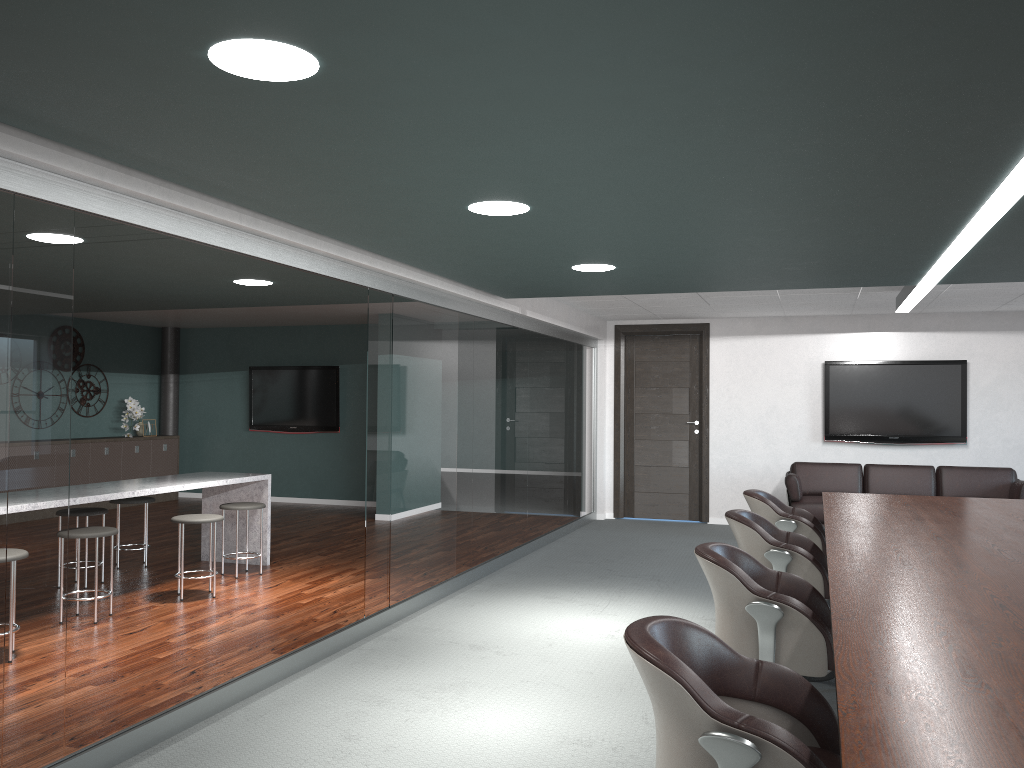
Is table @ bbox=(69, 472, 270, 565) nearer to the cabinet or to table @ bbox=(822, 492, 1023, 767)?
the cabinet

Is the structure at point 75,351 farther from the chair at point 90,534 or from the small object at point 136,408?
the chair at point 90,534

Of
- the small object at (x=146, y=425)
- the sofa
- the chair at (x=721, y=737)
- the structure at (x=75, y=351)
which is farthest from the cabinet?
the chair at (x=721, y=737)

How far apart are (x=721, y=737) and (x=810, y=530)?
3.4m

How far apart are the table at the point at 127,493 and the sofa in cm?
452

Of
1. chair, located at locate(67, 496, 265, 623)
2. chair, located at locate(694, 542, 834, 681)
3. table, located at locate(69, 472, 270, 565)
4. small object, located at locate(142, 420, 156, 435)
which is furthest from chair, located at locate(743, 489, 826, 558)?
small object, located at locate(142, 420, 156, 435)

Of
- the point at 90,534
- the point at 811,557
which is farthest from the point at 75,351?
the point at 811,557

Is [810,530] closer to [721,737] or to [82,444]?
[721,737]

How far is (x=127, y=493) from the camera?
5.4 meters

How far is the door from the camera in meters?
9.6 m
